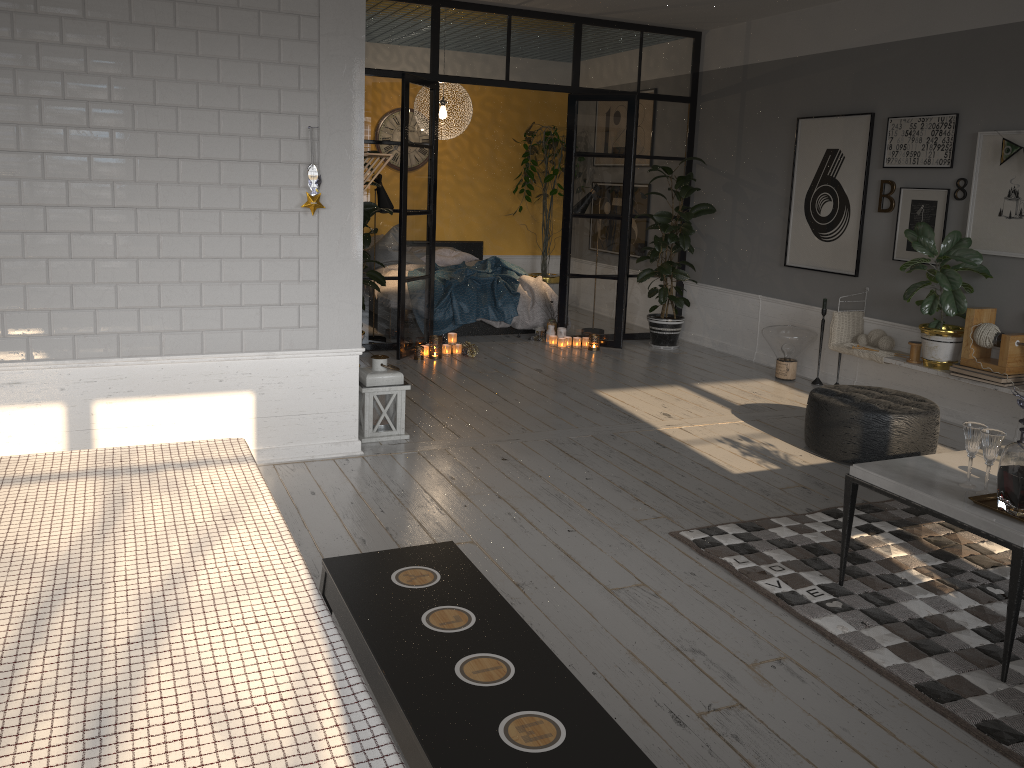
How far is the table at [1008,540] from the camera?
2.8 meters

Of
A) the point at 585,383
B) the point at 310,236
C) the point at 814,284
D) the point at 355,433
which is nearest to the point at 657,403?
the point at 585,383

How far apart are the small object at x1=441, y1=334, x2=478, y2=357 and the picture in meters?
2.7 m

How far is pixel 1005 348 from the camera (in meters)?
5.42

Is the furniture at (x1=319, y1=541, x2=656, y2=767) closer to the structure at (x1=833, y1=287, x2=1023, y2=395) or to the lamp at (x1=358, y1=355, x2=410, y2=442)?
the lamp at (x1=358, y1=355, x2=410, y2=442)

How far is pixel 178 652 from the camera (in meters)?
1.38

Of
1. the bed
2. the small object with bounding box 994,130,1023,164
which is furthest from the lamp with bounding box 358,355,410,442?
the small object with bounding box 994,130,1023,164

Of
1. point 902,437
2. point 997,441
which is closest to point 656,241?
point 902,437

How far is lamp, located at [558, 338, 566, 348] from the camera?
8.1 meters

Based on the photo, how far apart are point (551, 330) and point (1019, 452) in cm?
567
